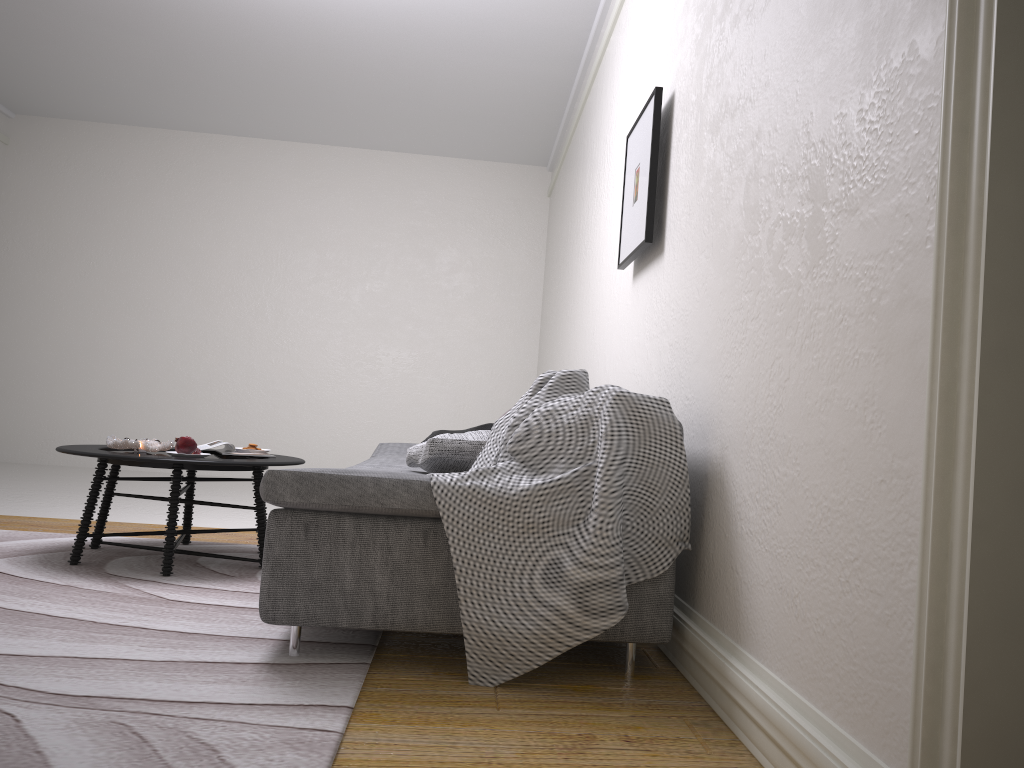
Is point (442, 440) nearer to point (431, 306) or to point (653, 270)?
point (653, 270)

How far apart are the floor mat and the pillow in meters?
0.6

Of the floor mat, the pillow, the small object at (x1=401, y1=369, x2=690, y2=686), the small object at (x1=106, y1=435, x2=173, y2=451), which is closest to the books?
the small object at (x1=106, y1=435, x2=173, y2=451)

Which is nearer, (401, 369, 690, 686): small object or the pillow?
(401, 369, 690, 686): small object

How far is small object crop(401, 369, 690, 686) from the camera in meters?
2.2

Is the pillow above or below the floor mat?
above

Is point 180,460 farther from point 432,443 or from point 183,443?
point 432,443

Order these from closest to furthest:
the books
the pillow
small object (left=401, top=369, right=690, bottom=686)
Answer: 1. small object (left=401, top=369, right=690, bottom=686)
2. the pillow
3. the books

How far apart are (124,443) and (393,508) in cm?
182

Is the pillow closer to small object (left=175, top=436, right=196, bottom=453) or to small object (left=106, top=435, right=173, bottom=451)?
small object (left=175, top=436, right=196, bottom=453)
